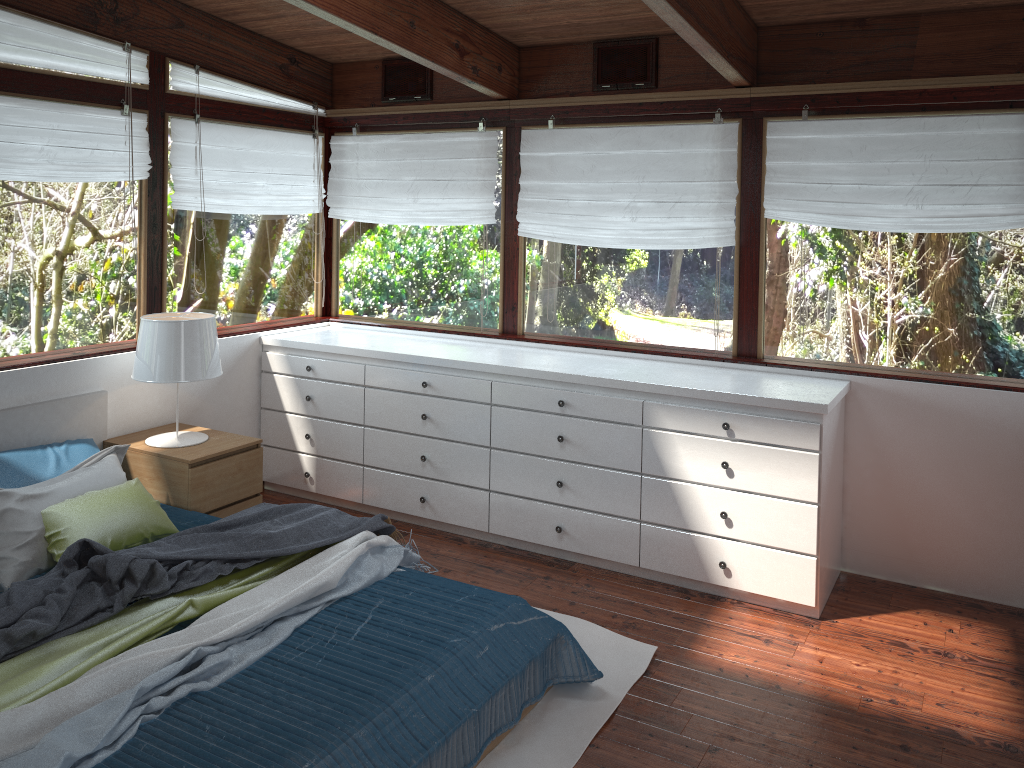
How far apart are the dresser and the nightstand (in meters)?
0.62

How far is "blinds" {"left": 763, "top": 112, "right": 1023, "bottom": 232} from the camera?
3.66m

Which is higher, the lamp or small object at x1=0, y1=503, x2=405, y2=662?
the lamp

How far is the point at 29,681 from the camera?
2.40m

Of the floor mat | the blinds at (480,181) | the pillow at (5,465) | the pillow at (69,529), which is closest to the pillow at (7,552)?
the pillow at (69,529)

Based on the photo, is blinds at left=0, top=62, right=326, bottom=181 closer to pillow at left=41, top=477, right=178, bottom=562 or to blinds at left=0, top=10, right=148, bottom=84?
blinds at left=0, top=10, right=148, bottom=84

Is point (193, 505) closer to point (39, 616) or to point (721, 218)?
point (39, 616)

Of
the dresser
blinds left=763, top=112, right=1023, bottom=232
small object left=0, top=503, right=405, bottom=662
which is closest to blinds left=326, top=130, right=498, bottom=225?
the dresser

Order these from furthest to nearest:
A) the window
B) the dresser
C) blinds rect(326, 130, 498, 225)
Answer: blinds rect(326, 130, 498, 225), the window, the dresser

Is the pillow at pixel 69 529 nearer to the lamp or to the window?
the lamp
